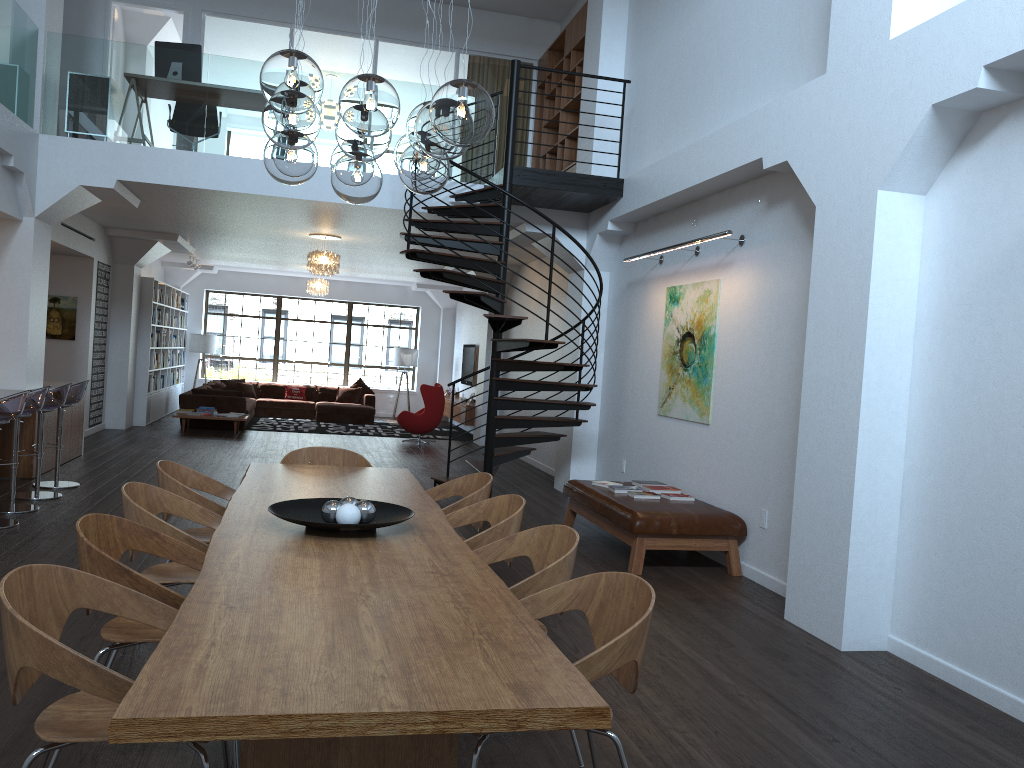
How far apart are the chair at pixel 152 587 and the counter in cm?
571

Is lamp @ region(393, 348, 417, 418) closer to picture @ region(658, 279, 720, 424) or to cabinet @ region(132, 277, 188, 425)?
cabinet @ region(132, 277, 188, 425)

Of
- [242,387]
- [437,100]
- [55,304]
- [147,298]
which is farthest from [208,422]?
[437,100]

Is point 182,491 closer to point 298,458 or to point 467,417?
point 298,458

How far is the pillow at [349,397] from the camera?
18.6 meters

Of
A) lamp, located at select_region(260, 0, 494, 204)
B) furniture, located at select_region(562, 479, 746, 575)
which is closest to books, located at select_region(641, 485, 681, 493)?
furniture, located at select_region(562, 479, 746, 575)

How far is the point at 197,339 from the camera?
18.62m

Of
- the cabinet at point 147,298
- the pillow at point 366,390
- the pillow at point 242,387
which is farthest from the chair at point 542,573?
the pillow at point 366,390

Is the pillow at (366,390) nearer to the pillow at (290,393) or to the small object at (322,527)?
the pillow at (290,393)

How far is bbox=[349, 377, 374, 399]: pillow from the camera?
18.9 meters
